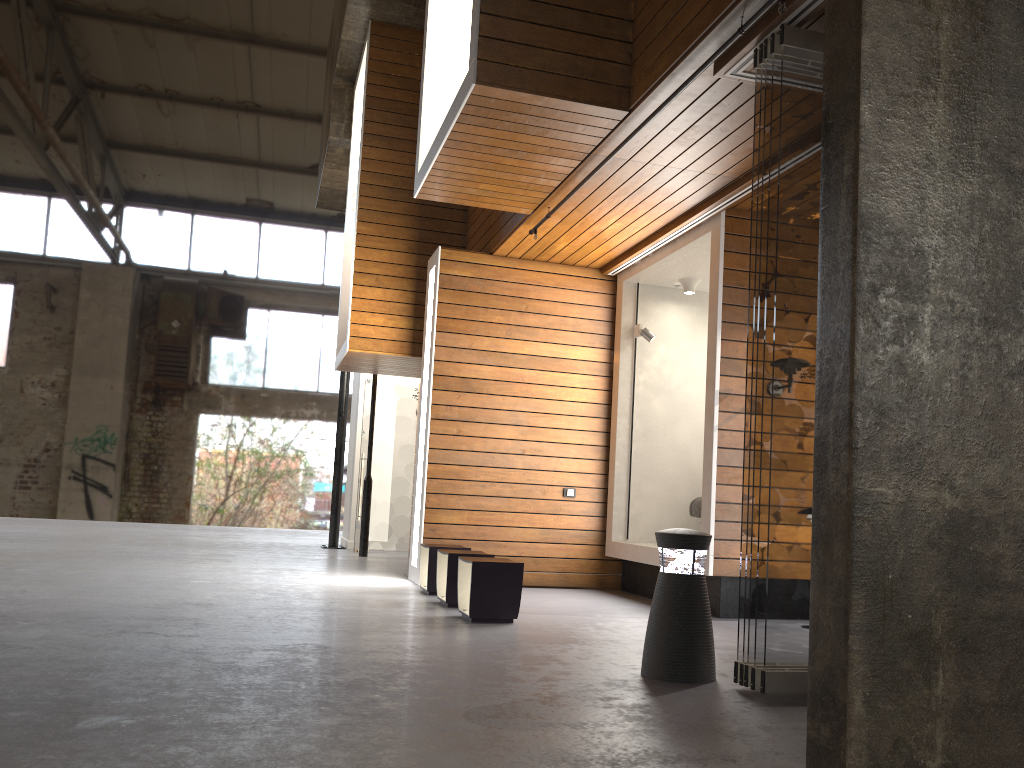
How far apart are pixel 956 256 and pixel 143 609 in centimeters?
494cm

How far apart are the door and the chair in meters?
5.2 m

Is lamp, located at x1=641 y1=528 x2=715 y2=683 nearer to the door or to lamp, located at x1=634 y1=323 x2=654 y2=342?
lamp, located at x1=634 y1=323 x2=654 y2=342

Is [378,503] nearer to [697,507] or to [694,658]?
[697,507]

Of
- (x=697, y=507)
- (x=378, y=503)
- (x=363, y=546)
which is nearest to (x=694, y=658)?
(x=697, y=507)

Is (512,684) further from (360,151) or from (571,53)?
(360,151)

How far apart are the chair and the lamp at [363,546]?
4.59m

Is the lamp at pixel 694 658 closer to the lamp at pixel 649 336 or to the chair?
the chair

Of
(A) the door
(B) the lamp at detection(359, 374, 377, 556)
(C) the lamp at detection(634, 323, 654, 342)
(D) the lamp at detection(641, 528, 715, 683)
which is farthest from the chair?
(A) the door

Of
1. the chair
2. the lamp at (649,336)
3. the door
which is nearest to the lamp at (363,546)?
the door
